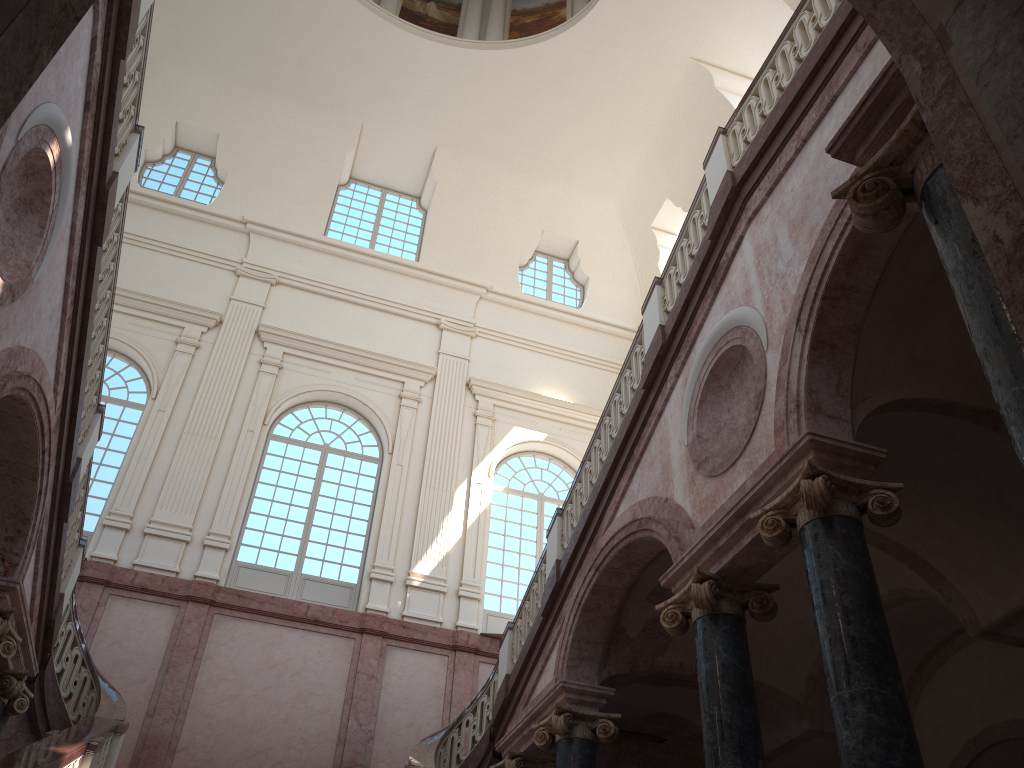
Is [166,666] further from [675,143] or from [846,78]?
[675,143]
